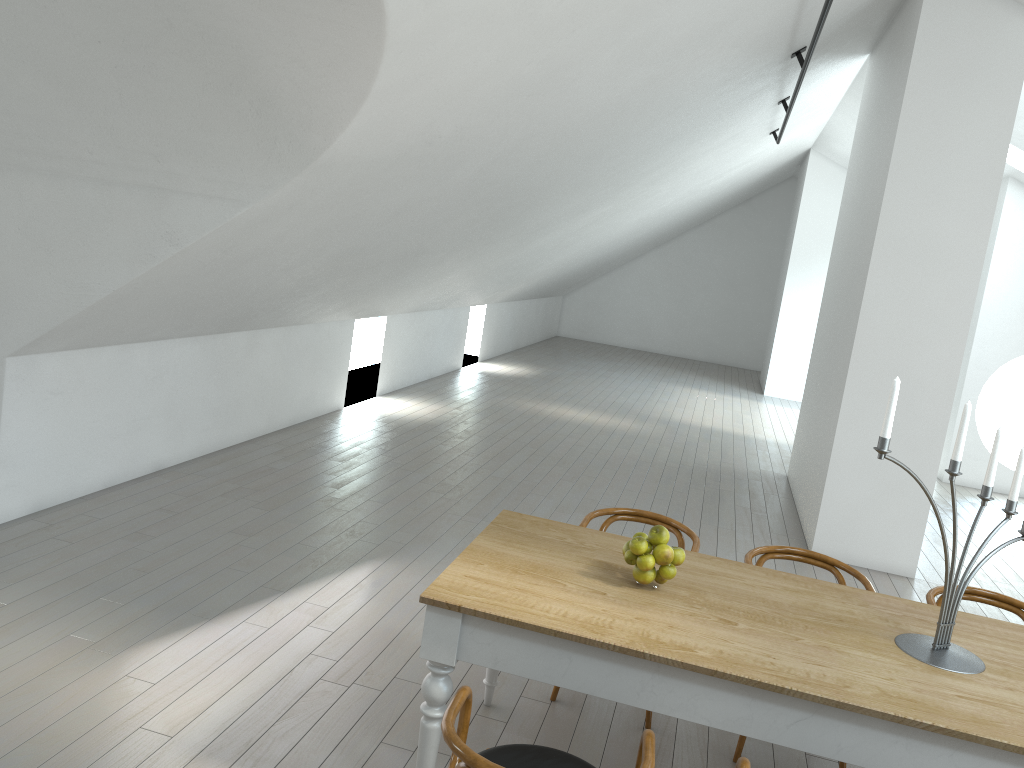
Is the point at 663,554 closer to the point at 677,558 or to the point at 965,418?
the point at 677,558

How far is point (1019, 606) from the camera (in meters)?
3.72

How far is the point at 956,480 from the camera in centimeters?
983cm

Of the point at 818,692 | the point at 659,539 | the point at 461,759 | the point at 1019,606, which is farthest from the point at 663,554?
the point at 1019,606

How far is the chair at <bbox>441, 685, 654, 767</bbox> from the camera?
2.0 meters

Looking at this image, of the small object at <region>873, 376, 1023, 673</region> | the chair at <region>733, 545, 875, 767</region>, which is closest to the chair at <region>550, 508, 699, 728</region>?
the chair at <region>733, 545, 875, 767</region>

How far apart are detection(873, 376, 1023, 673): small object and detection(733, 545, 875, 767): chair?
0.8m

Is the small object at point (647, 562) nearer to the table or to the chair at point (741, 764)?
the table

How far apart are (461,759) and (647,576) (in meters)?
1.11

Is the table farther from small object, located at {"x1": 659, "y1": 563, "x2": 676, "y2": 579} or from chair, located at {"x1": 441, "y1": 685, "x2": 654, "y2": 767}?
chair, located at {"x1": 441, "y1": 685, "x2": 654, "y2": 767}
